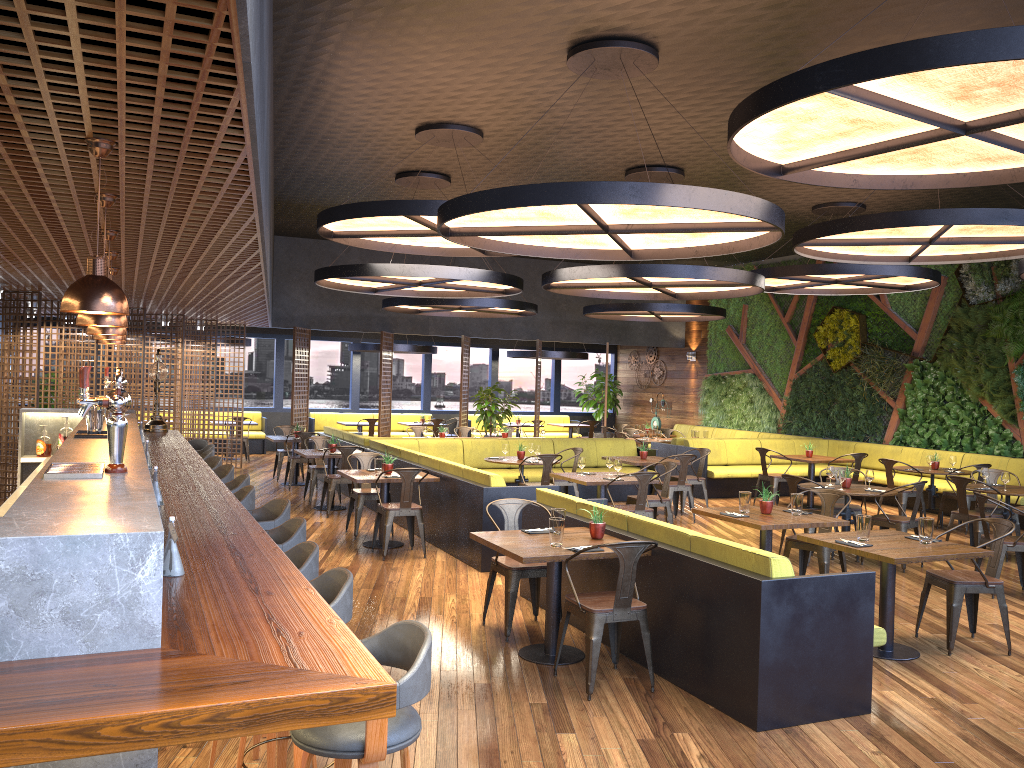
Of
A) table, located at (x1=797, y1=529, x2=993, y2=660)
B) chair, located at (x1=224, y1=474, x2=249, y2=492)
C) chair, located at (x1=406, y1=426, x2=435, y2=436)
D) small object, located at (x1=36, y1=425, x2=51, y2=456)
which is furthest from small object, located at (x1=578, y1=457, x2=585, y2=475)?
chair, located at (x1=406, y1=426, x2=435, y2=436)

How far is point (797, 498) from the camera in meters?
7.3 m

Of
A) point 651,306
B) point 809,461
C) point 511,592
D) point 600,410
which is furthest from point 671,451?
point 511,592

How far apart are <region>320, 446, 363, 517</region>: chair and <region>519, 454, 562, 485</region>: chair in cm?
243

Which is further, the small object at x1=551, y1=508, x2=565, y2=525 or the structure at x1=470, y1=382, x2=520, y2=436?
the structure at x1=470, y1=382, x2=520, y2=436

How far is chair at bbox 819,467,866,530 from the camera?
9.8m

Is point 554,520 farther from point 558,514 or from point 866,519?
point 866,519

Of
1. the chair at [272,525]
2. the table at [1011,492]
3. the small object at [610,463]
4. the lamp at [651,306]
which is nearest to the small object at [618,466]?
the small object at [610,463]

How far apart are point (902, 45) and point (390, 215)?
5.2 meters

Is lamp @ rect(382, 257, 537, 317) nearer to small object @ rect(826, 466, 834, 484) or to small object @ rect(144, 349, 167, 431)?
small object @ rect(144, 349, 167, 431)
